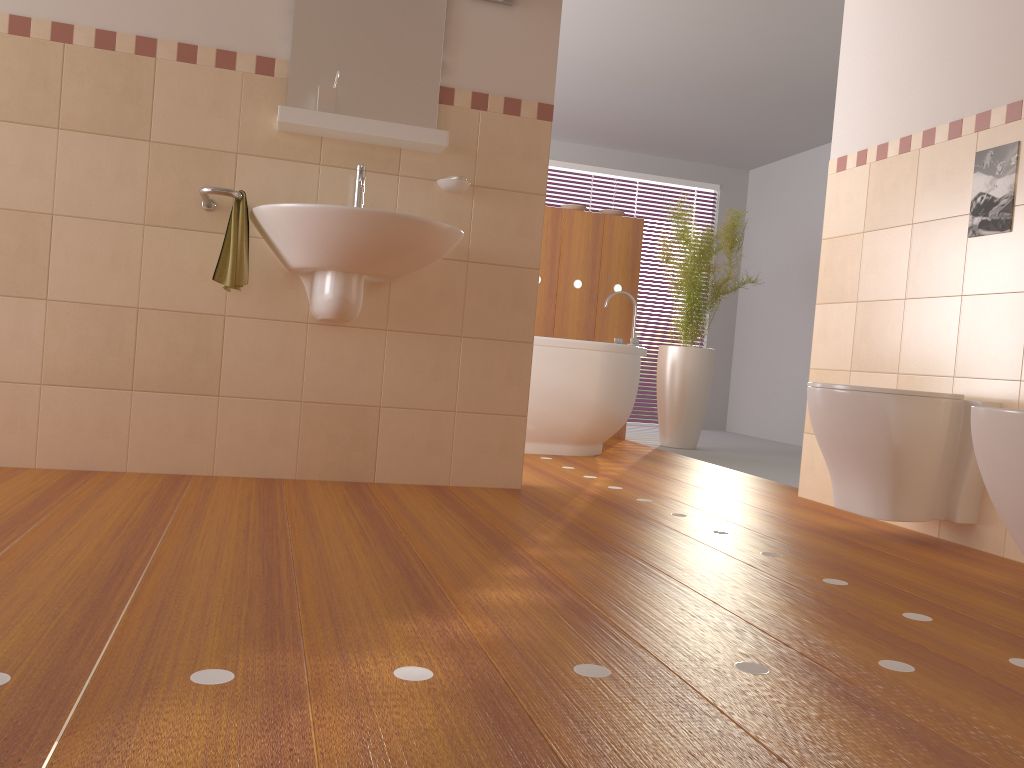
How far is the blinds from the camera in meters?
7.5 m

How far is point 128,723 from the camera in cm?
106

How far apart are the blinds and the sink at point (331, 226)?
4.8m

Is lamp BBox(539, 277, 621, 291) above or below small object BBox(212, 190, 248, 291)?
above

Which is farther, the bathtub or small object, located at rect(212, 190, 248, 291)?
the bathtub

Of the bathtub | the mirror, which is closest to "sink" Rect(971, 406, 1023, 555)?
the mirror

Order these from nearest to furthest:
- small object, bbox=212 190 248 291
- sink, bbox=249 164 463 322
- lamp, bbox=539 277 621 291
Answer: sink, bbox=249 164 463 322
small object, bbox=212 190 248 291
lamp, bbox=539 277 621 291

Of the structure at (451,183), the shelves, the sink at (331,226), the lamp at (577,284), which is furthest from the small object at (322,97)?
the lamp at (577,284)

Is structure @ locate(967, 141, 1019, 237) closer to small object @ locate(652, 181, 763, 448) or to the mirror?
the mirror

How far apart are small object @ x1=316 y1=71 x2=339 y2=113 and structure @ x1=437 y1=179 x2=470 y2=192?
0.43m
